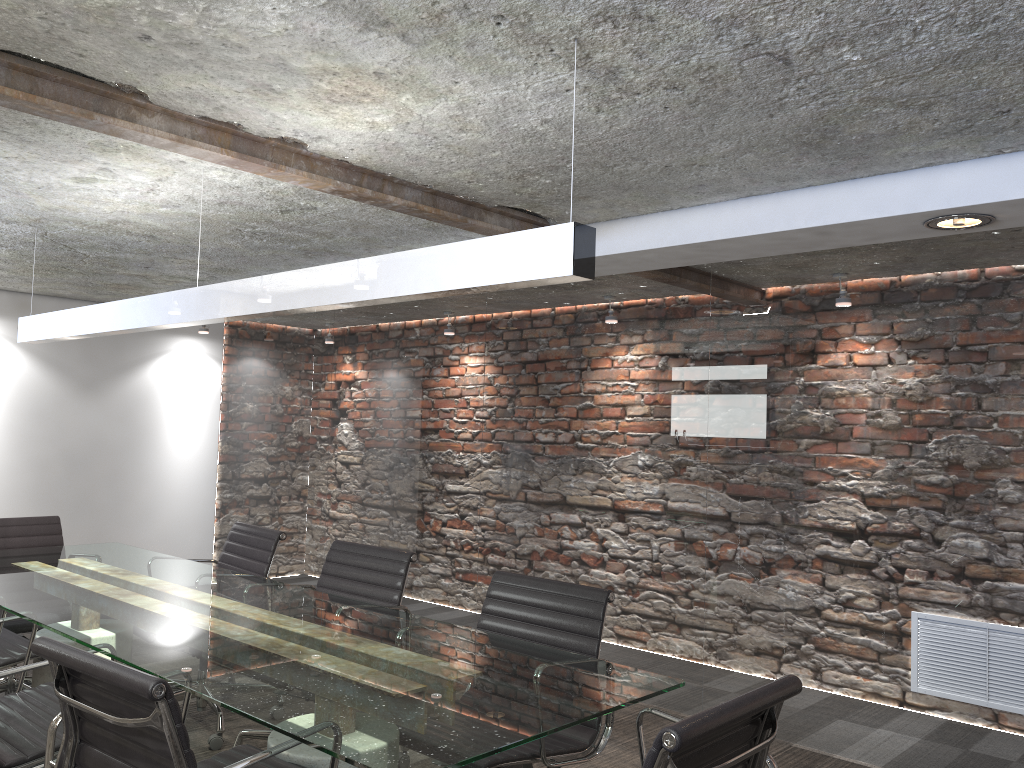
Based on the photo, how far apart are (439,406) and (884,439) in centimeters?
267cm

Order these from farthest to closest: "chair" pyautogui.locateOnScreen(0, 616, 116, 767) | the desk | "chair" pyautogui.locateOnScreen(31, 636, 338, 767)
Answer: "chair" pyautogui.locateOnScreen(0, 616, 116, 767)
the desk
"chair" pyautogui.locateOnScreen(31, 636, 338, 767)

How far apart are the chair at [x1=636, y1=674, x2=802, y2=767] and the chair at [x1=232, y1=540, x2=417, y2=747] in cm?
135

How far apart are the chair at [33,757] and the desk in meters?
0.1 m

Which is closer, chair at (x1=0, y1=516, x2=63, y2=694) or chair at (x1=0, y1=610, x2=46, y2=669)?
chair at (x1=0, y1=610, x2=46, y2=669)

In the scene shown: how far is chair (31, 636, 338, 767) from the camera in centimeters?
161cm

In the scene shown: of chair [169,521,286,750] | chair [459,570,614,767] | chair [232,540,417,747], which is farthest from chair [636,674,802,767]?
chair [169,521,286,750]

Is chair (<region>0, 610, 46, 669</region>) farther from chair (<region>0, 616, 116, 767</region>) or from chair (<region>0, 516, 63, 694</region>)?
chair (<region>0, 616, 116, 767</region>)

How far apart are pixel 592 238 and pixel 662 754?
1.0m

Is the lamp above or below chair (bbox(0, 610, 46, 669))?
above
